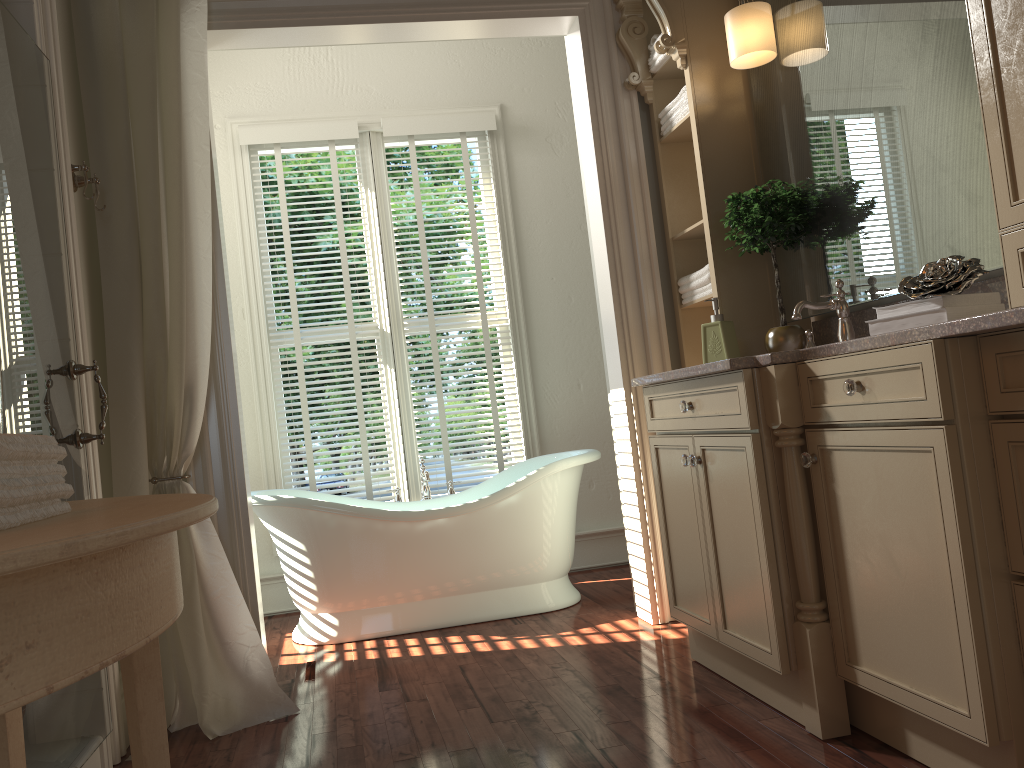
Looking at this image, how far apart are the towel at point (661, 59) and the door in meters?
2.0

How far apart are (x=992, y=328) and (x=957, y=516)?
0.4m

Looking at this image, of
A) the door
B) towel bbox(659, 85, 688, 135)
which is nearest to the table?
the door

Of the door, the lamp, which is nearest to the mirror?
the lamp

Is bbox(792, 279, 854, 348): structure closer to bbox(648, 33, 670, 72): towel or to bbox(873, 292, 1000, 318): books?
bbox(873, 292, 1000, 318): books

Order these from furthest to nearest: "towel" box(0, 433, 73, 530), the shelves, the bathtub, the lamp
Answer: the bathtub
the shelves
the lamp
"towel" box(0, 433, 73, 530)

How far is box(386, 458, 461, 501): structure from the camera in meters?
4.1 m

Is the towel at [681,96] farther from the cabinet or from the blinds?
the blinds

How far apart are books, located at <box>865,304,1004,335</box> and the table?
1.5m

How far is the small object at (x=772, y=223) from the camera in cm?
276
